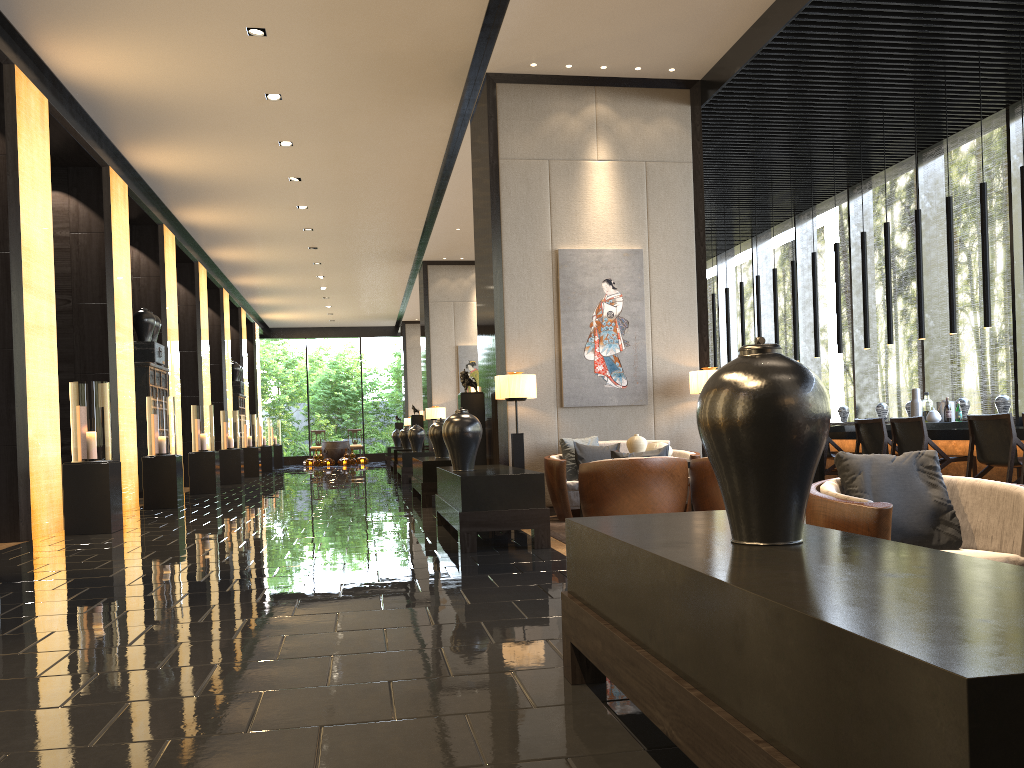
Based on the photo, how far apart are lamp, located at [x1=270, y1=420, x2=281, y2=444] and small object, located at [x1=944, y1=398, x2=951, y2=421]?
20.1 meters

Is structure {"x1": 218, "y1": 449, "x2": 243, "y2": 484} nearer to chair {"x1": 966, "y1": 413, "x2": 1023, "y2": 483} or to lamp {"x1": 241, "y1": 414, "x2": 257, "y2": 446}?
lamp {"x1": 241, "y1": 414, "x2": 257, "y2": 446}

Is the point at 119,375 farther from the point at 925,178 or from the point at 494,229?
the point at 925,178

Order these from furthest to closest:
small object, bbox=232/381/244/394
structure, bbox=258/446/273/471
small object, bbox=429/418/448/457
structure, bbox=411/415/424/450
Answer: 1. structure, bbox=258/446/273/471
2. small object, bbox=232/381/244/394
3. structure, bbox=411/415/424/450
4. small object, bbox=429/418/448/457

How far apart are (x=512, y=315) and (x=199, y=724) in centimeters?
622cm

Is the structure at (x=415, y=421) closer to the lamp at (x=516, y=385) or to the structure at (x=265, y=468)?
the structure at (x=265, y=468)

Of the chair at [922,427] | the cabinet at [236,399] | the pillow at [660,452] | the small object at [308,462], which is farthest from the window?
the small object at [308,462]

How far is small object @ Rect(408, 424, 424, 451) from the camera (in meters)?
15.60

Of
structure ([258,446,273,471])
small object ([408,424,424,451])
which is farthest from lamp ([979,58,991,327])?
structure ([258,446,273,471])

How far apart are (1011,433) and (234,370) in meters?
17.9 m
